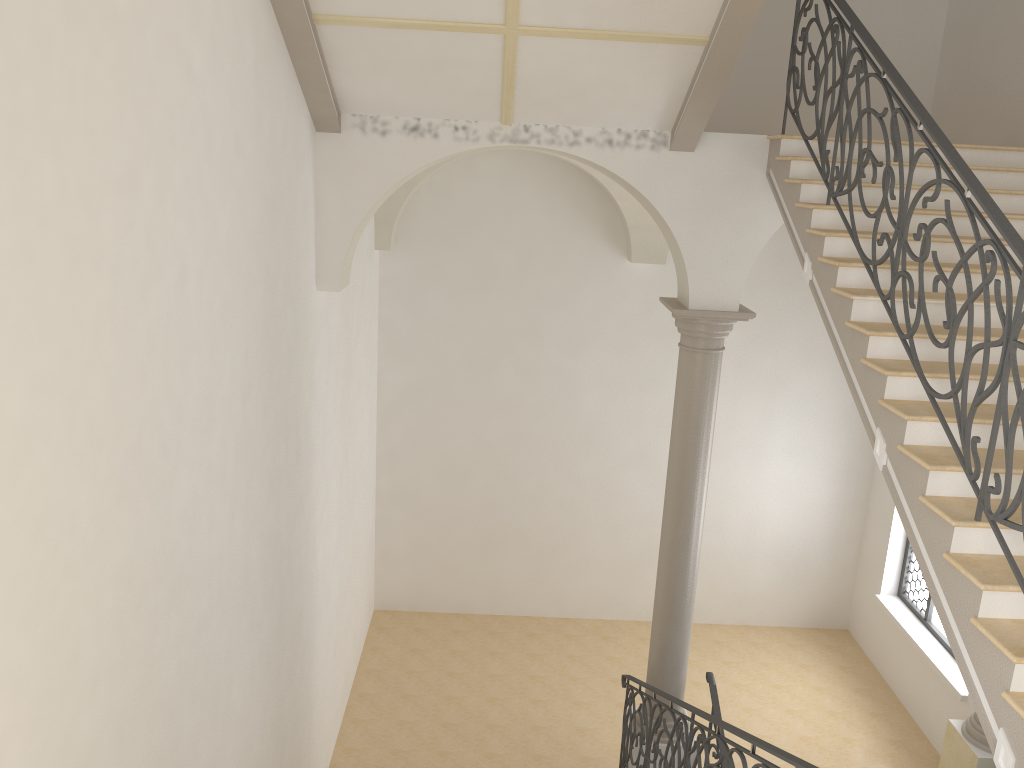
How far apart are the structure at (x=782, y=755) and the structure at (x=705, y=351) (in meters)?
0.24

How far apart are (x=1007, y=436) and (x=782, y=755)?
1.75m

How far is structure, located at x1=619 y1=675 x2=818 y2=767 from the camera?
4.09m

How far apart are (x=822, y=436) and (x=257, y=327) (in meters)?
8.42

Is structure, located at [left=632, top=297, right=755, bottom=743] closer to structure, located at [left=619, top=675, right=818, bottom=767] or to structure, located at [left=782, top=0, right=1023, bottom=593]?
structure, located at [left=619, top=675, right=818, bottom=767]

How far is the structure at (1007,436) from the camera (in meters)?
3.78

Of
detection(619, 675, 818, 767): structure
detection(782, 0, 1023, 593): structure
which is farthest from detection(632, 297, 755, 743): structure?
detection(782, 0, 1023, 593): structure

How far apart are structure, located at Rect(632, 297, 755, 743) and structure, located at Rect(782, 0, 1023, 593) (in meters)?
1.50

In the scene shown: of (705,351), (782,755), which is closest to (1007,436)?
(782,755)

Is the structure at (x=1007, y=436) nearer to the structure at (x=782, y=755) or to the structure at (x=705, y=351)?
the structure at (x=782, y=755)
